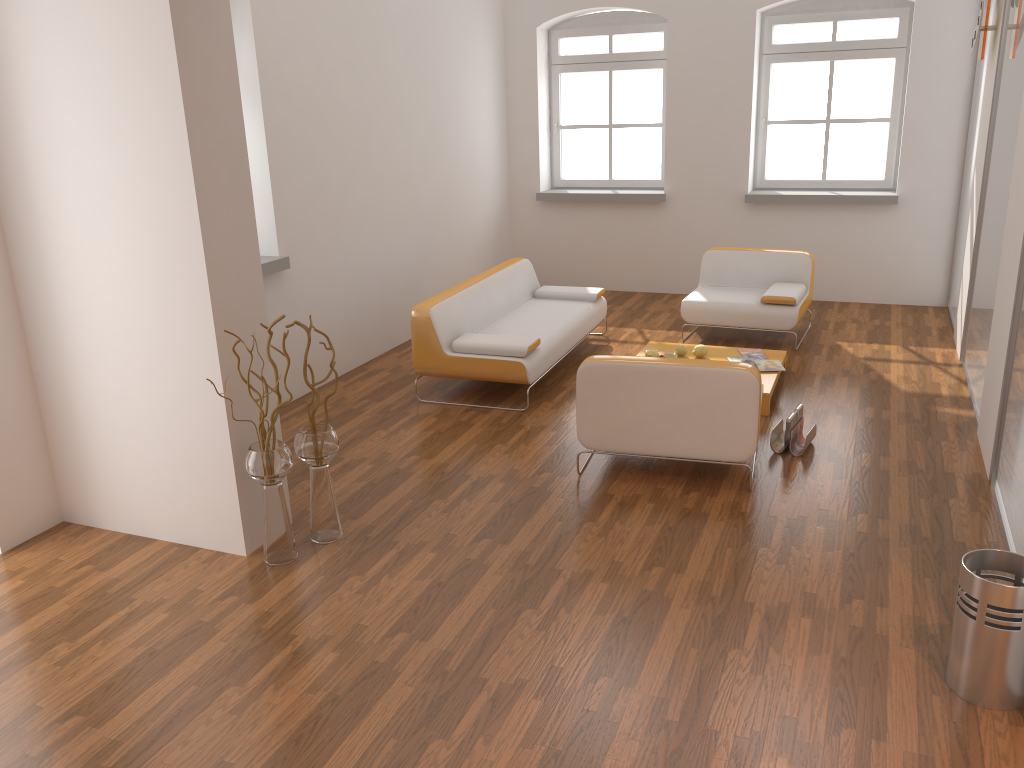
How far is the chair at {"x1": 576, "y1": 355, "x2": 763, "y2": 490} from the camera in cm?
433

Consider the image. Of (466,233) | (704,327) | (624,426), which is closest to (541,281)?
(466,233)

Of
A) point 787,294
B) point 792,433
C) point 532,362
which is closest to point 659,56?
point 787,294

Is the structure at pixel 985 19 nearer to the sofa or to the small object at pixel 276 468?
the sofa

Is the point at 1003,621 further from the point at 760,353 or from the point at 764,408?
the point at 760,353

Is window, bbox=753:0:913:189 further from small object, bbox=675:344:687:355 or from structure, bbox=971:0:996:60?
small object, bbox=675:344:687:355

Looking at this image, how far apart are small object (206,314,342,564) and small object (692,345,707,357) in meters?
3.0

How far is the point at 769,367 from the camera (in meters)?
5.93

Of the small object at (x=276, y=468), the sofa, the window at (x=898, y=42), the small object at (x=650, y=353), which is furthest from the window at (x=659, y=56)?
the small object at (x=276, y=468)

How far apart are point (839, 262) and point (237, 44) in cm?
563
